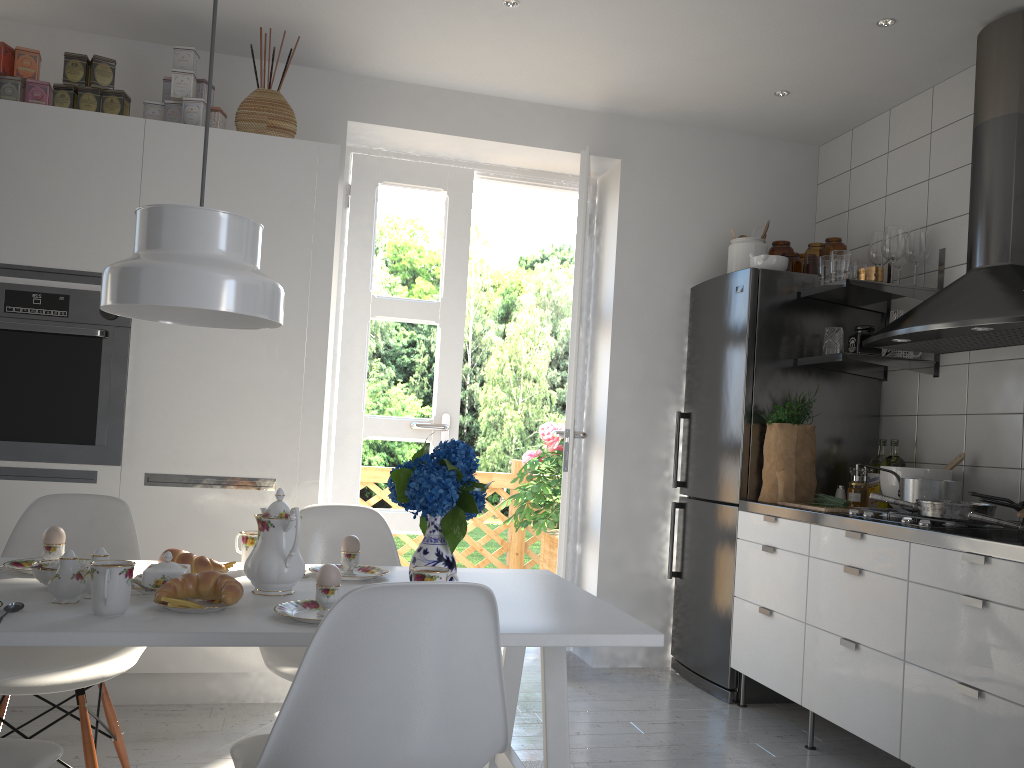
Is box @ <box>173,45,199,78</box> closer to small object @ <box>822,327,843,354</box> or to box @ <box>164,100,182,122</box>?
box @ <box>164,100,182,122</box>

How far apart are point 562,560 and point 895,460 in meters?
1.4

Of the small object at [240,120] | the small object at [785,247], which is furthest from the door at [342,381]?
the small object at [785,247]

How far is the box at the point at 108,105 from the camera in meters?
3.2

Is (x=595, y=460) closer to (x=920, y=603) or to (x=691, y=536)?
(x=691, y=536)

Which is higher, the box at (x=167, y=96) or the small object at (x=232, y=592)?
the box at (x=167, y=96)

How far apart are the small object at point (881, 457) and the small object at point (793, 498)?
0.3 meters

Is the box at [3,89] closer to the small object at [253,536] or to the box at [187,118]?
the box at [187,118]

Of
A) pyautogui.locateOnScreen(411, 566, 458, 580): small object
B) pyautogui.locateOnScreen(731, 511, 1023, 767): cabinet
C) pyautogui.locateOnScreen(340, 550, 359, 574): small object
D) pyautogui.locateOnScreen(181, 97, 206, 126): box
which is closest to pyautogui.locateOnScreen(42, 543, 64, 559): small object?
pyautogui.locateOnScreen(340, 550, 359, 574): small object

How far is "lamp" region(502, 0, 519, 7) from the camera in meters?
3.2 m
